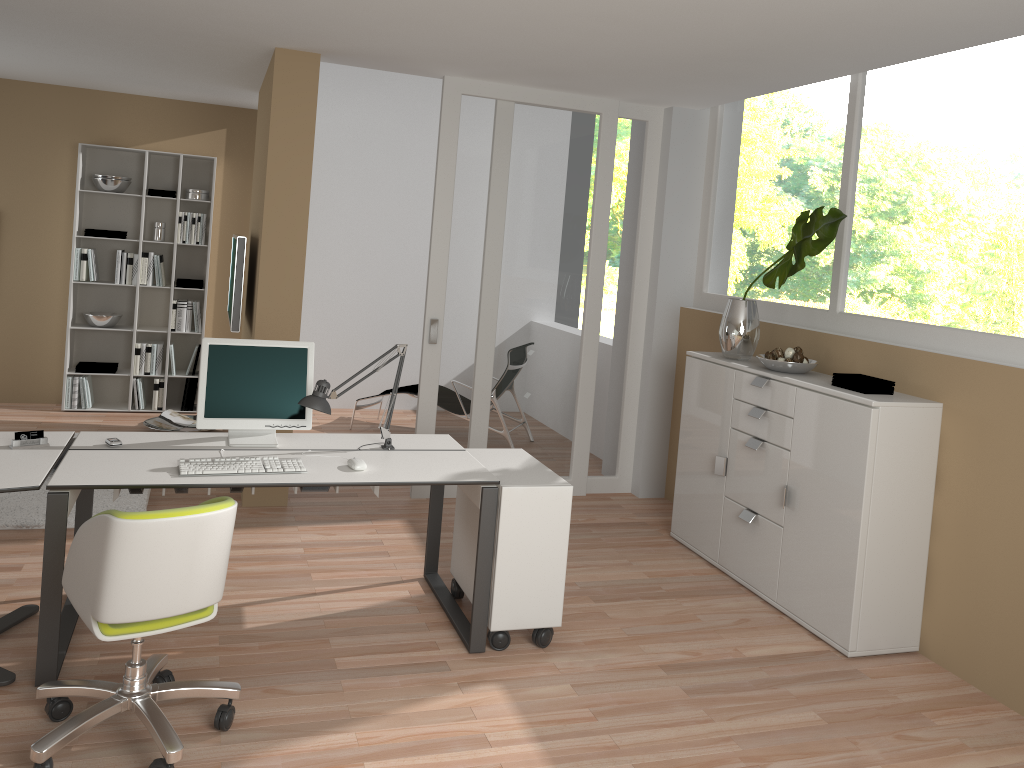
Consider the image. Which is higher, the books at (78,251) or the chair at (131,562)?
the books at (78,251)

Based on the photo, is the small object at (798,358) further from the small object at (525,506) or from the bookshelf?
the bookshelf

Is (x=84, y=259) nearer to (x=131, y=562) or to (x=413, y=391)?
(x=413, y=391)

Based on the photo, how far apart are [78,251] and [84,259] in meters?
0.1

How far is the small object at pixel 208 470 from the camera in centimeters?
326cm

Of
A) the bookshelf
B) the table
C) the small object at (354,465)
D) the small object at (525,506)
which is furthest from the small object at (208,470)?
the bookshelf

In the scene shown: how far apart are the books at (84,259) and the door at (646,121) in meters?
4.2

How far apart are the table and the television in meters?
1.7 m

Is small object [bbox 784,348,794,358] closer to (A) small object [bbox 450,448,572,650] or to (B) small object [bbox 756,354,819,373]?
(B) small object [bbox 756,354,819,373]

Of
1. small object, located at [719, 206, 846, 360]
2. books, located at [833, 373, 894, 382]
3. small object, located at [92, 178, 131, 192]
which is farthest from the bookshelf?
books, located at [833, 373, 894, 382]
